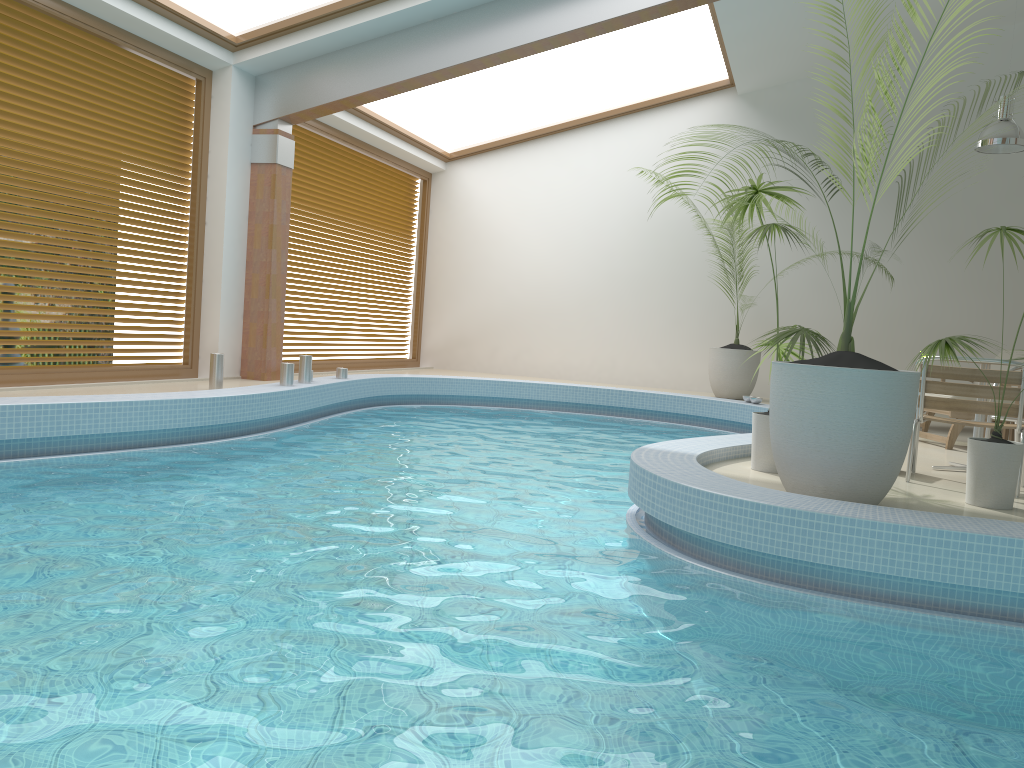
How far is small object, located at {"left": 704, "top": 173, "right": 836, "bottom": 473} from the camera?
4.76m

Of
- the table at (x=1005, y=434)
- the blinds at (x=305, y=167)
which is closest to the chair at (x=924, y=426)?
the table at (x=1005, y=434)

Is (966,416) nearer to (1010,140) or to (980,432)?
(980,432)

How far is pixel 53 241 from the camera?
7.3 meters

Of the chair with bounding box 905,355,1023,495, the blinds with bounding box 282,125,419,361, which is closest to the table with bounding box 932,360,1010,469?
the chair with bounding box 905,355,1023,495

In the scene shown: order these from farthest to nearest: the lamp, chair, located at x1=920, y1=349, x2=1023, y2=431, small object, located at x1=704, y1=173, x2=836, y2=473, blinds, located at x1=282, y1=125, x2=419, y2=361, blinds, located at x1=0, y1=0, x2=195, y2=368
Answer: blinds, located at x1=282, y1=125, x2=419, y2=361
the lamp
chair, located at x1=920, y1=349, x2=1023, y2=431
blinds, located at x1=0, y1=0, x2=195, y2=368
small object, located at x1=704, y1=173, x2=836, y2=473

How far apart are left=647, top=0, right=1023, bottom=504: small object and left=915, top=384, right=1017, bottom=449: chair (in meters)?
3.38

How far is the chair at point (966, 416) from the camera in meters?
7.0 m

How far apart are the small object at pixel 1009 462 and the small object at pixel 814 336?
0.54m

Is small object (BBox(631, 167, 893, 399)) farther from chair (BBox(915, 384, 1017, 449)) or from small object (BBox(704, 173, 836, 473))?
small object (BBox(704, 173, 836, 473))
